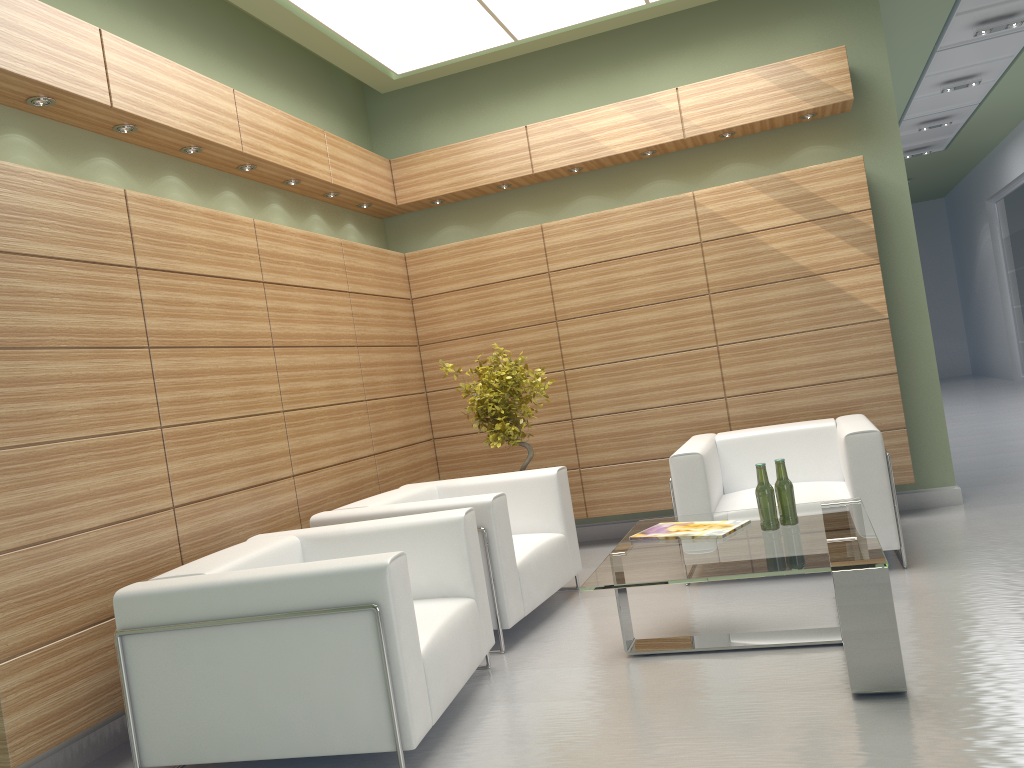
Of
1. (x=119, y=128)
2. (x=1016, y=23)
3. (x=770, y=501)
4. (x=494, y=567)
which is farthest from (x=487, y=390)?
(x=1016, y=23)

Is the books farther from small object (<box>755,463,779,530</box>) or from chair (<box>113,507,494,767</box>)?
chair (<box>113,507,494,767</box>)

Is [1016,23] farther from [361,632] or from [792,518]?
[361,632]

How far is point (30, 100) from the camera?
6.1 meters

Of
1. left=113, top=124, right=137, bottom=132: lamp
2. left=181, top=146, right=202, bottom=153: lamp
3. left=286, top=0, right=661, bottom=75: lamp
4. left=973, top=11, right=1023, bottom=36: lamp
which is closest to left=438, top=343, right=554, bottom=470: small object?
left=181, top=146, right=202, bottom=153: lamp

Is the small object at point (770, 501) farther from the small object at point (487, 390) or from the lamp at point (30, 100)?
the lamp at point (30, 100)

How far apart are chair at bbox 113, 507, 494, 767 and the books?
1.22m

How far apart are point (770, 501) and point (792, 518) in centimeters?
23cm

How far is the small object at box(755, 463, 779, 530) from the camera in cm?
622

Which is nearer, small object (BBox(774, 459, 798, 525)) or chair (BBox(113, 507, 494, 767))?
chair (BBox(113, 507, 494, 767))
